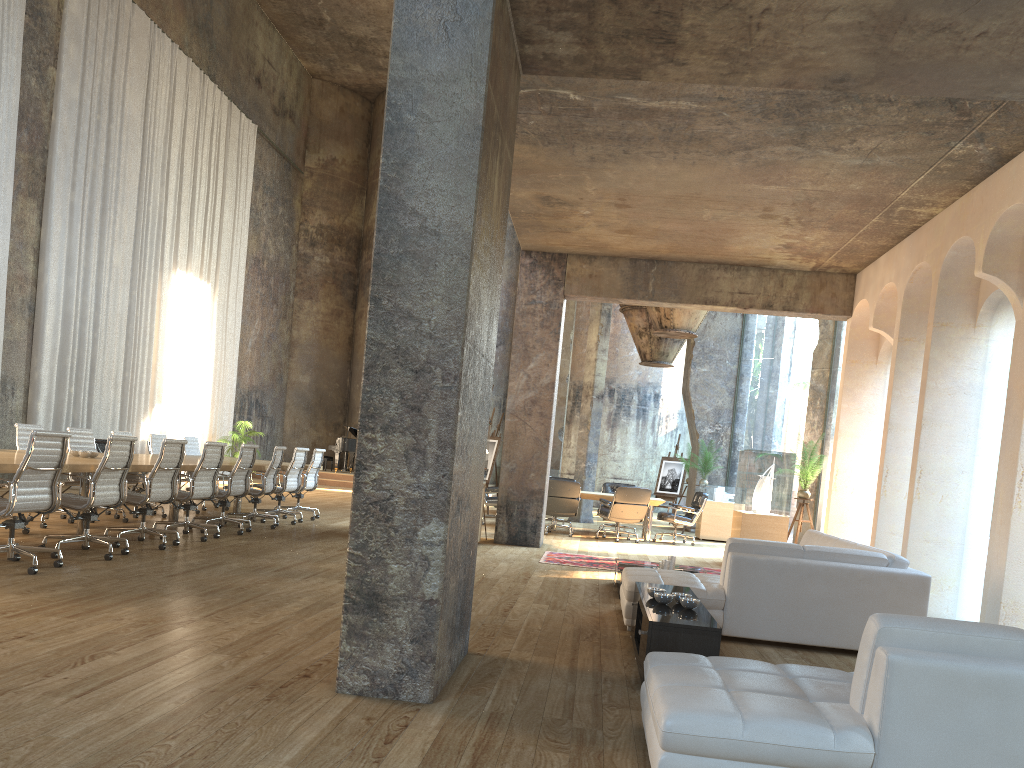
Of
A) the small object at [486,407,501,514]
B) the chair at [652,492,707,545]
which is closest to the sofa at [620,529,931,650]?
the chair at [652,492,707,545]

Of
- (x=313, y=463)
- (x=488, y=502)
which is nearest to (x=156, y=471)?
(x=313, y=463)

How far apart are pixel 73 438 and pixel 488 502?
6.6m

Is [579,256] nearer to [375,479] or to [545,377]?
[545,377]

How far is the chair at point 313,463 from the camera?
12.5m

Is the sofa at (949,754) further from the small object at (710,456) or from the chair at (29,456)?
the small object at (710,456)

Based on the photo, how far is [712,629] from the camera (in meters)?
4.36

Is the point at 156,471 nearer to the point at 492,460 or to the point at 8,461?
the point at 8,461

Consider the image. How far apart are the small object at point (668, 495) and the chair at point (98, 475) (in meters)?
14.73

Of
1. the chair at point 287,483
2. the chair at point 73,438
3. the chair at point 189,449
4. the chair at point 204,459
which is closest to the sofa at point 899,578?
the chair at point 204,459
